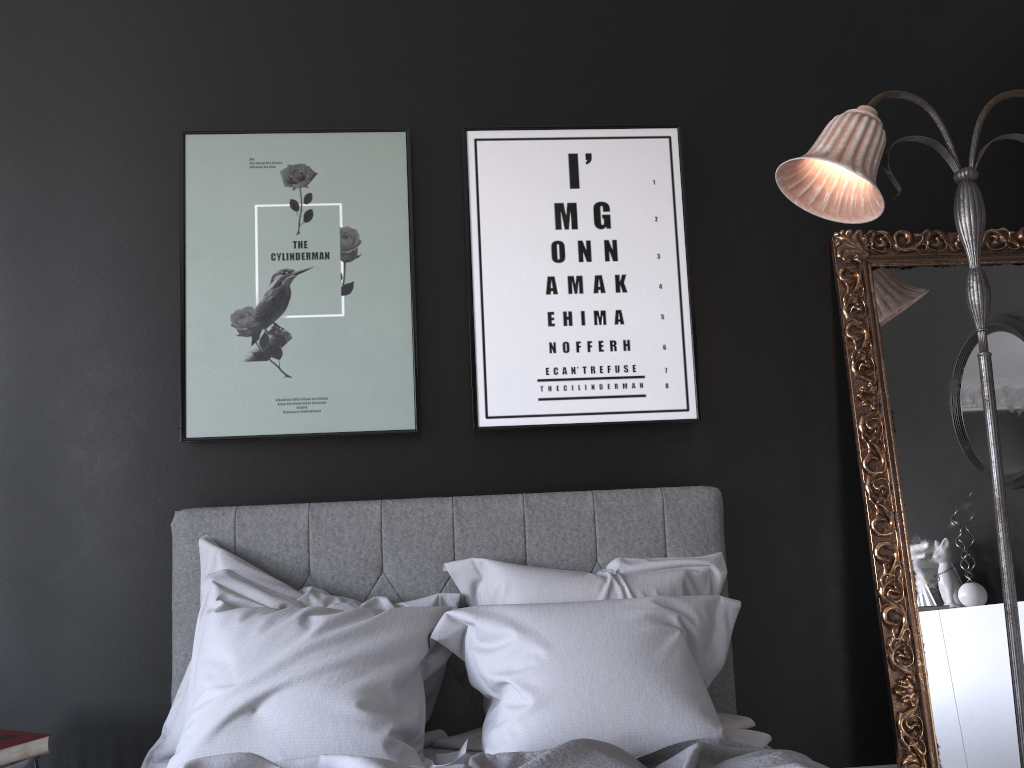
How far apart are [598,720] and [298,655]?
0.8m

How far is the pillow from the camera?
2.15m

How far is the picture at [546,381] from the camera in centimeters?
305cm

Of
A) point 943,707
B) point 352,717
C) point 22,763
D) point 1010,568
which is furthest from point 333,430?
point 943,707

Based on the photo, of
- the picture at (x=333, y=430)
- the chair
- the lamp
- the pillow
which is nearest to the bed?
the pillow

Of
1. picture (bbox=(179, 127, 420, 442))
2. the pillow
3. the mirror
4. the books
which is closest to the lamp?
the mirror

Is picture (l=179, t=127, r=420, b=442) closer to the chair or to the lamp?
the chair

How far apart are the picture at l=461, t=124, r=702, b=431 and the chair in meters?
1.6 m

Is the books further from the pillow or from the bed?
the bed

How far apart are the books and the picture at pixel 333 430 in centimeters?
98cm
